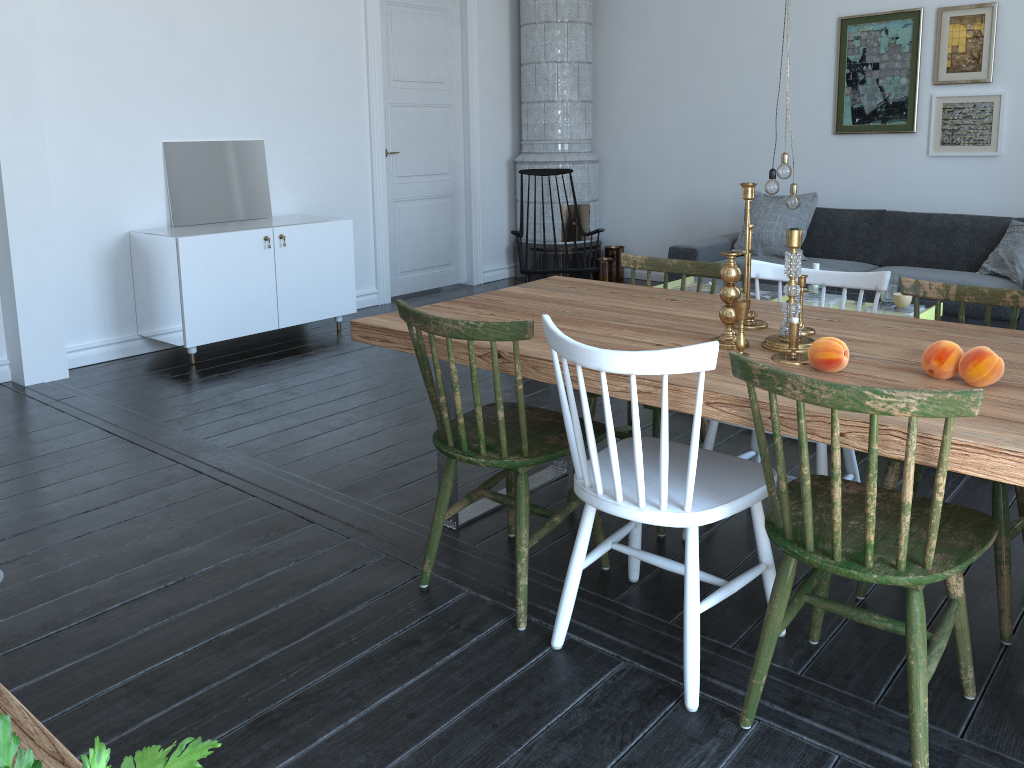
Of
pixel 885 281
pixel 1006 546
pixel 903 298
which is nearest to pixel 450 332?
pixel 885 281

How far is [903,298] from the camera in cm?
421

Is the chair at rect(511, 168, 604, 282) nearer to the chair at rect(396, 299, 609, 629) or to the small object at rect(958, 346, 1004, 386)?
the chair at rect(396, 299, 609, 629)

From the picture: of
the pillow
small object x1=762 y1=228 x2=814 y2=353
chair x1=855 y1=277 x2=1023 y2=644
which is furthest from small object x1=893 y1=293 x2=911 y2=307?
small object x1=762 y1=228 x2=814 y2=353

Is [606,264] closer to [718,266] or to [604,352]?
[718,266]

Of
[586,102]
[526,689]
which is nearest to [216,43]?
[586,102]

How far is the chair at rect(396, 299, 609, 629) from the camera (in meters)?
2.20

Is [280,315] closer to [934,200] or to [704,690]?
[704,690]

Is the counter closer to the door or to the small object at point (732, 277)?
the small object at point (732, 277)

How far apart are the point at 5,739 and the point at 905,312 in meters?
11.6 m
